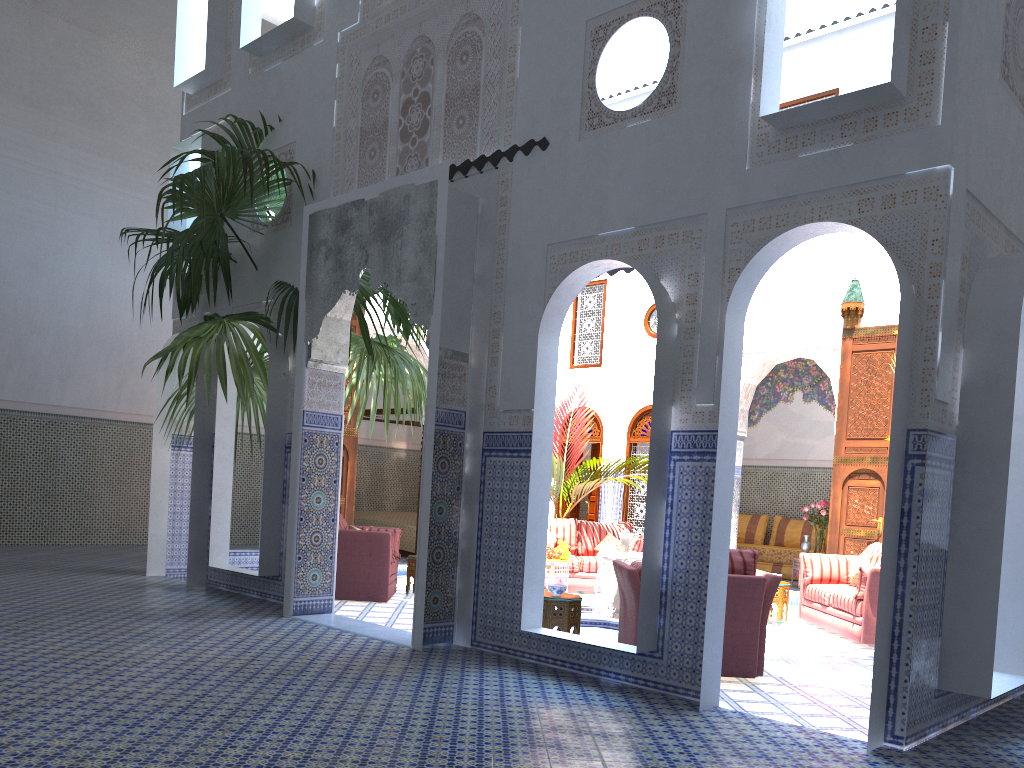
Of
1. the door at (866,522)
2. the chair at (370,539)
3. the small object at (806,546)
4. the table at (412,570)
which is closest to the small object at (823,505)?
the small object at (806,546)

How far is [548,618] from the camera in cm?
476

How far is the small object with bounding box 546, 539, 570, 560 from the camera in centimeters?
763cm

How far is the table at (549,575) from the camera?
7.42m

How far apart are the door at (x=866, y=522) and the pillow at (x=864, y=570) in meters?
1.8

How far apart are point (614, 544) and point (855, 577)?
2.4m

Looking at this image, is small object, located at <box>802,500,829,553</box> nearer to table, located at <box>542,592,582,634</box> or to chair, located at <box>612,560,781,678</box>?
chair, located at <box>612,560,781,678</box>

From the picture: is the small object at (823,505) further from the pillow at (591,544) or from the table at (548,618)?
the table at (548,618)

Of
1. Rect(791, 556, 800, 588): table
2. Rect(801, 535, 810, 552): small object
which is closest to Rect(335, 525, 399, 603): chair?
Rect(791, 556, 800, 588): table

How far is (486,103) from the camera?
4.7m
